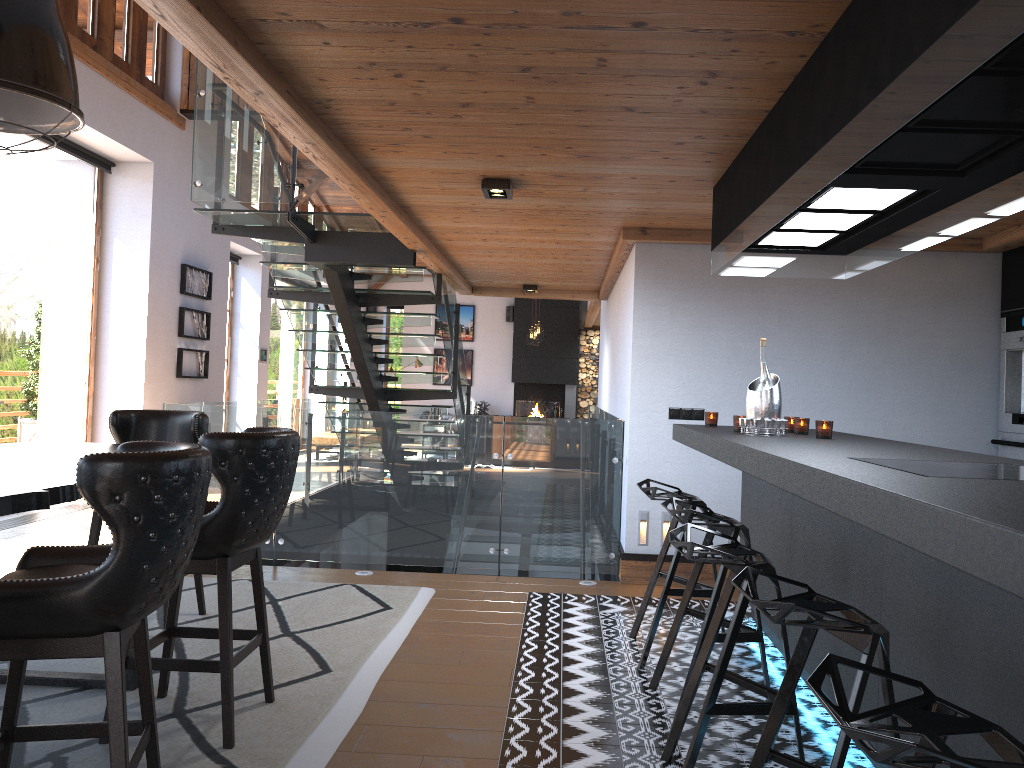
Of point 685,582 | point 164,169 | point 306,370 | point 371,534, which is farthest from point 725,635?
point 306,370

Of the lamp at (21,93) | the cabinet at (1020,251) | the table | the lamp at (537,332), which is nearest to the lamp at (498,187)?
the lamp at (21,93)

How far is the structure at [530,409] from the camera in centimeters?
1922cm

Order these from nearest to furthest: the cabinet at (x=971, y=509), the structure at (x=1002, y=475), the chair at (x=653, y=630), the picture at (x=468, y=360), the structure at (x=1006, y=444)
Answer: the cabinet at (x=971, y=509) → the structure at (x=1002, y=475) → the chair at (x=653, y=630) → the structure at (x=1006, y=444) → the picture at (x=468, y=360)

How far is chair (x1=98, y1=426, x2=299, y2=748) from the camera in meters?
3.1

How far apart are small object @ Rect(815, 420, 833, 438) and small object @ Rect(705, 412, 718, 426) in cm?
107

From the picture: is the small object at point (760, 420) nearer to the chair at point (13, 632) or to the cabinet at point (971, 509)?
the cabinet at point (971, 509)

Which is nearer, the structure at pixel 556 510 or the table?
the table

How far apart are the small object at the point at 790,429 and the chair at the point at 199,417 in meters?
3.0 m

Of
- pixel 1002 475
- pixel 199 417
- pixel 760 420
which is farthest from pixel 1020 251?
pixel 199 417
